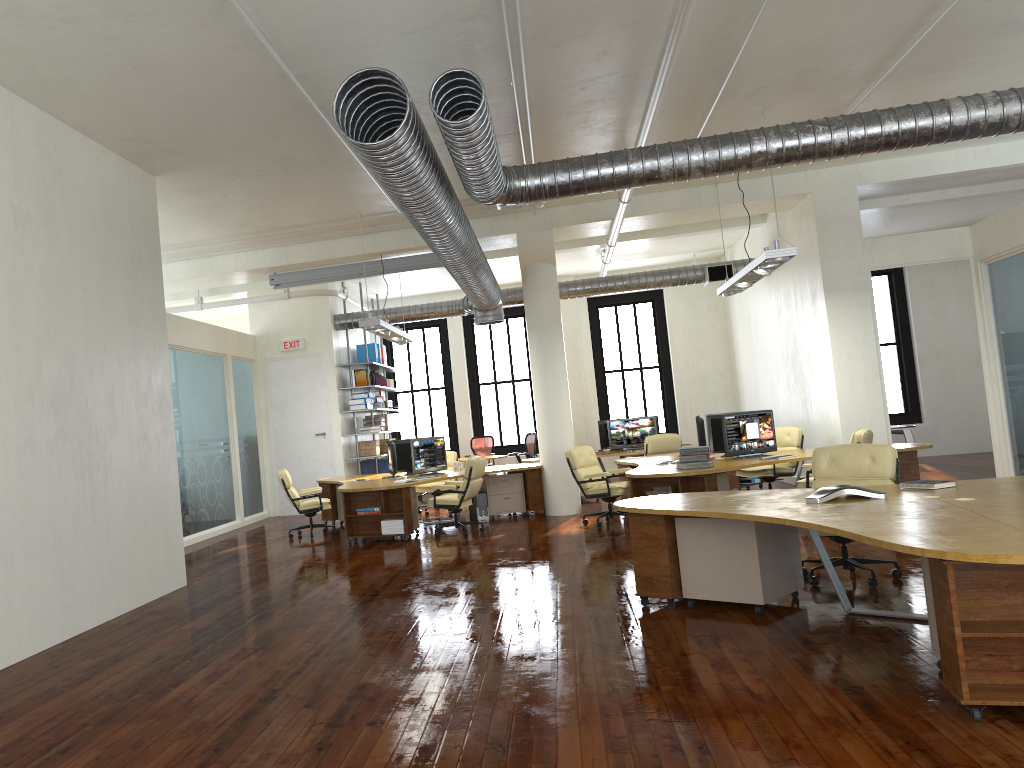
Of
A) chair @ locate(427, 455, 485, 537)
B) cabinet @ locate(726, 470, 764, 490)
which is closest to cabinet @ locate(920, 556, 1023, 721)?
chair @ locate(427, 455, 485, 537)

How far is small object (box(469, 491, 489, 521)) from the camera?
13.0 meters

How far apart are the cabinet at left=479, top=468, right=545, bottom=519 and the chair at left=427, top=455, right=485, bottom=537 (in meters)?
1.24

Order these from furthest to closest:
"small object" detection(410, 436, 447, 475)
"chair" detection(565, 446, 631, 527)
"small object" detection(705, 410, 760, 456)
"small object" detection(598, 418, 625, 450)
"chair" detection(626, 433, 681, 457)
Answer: "small object" detection(598, 418, 625, 450), "chair" detection(626, 433, 681, 457), "small object" detection(410, 436, 447, 475), "small object" detection(705, 410, 760, 456), "chair" detection(565, 446, 631, 527)

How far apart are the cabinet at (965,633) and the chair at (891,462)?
2.1m

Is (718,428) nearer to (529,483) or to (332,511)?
(529,483)

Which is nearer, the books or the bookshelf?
the books

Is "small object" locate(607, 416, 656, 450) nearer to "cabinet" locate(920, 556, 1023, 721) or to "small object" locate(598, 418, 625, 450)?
"small object" locate(598, 418, 625, 450)

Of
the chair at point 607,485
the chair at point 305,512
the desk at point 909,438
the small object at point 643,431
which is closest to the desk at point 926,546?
the chair at point 607,485

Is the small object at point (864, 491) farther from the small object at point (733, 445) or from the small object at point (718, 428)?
the small object at point (718, 428)
